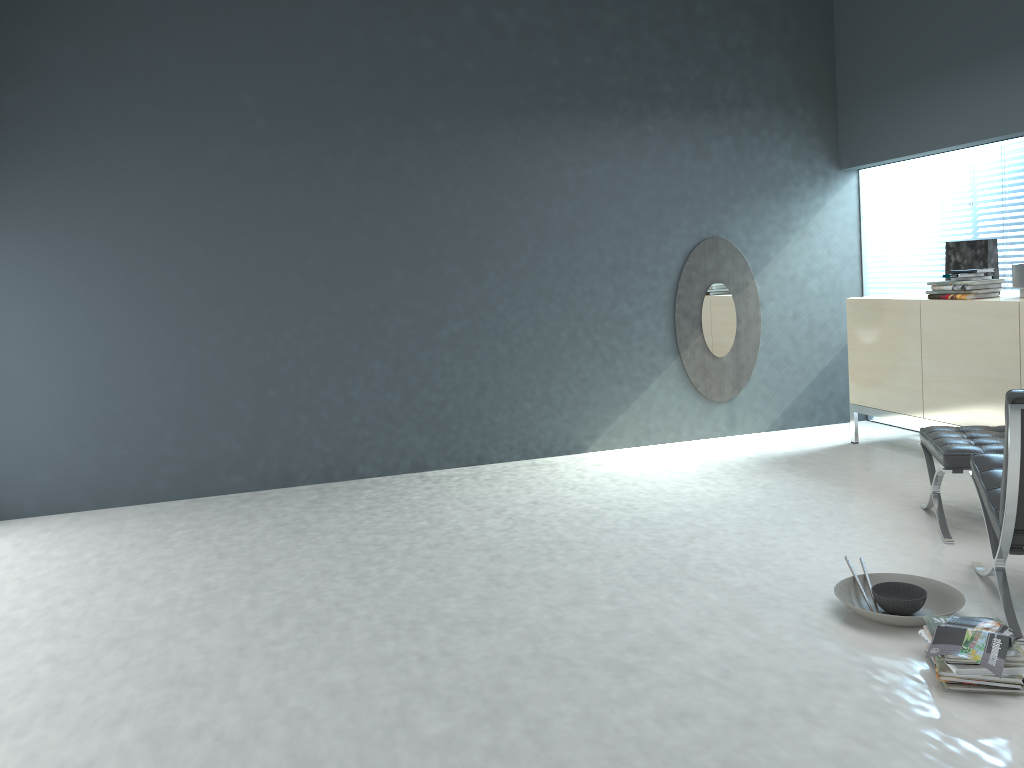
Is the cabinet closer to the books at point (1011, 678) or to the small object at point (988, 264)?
Answer: the small object at point (988, 264)

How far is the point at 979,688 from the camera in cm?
233

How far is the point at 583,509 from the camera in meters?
4.3

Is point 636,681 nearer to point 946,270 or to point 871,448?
point 871,448

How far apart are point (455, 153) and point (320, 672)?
3.39m

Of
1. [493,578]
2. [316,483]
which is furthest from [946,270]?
[316,483]

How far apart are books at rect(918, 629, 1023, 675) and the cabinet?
2.1m

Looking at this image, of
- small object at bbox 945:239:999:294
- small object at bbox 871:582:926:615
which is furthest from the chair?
small object at bbox 945:239:999:294

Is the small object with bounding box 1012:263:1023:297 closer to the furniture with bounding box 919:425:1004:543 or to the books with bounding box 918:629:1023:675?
the furniture with bounding box 919:425:1004:543

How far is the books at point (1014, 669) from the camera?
2.3m
